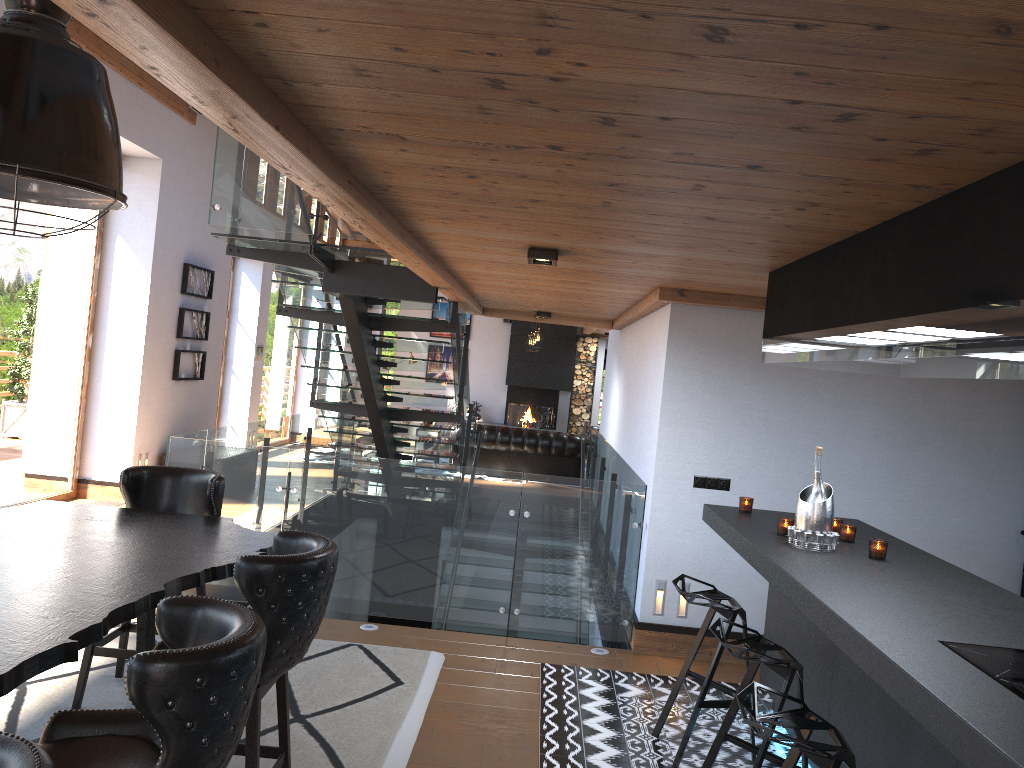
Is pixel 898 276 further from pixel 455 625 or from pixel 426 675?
pixel 455 625

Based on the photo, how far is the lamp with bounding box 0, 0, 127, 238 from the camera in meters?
2.5 m

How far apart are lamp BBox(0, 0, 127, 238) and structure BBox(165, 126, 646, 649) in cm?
291

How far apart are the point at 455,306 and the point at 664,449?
2.84m

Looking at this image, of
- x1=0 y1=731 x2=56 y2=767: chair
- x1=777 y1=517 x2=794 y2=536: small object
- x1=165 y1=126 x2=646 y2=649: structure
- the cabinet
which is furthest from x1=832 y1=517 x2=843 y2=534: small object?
x1=0 y1=731 x2=56 y2=767: chair

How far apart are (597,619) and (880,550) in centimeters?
249cm

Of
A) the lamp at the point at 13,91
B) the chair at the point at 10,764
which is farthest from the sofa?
the chair at the point at 10,764

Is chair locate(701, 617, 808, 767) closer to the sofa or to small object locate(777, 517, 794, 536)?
small object locate(777, 517, 794, 536)

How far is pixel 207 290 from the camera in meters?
10.6 m

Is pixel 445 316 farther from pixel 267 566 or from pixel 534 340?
pixel 267 566
